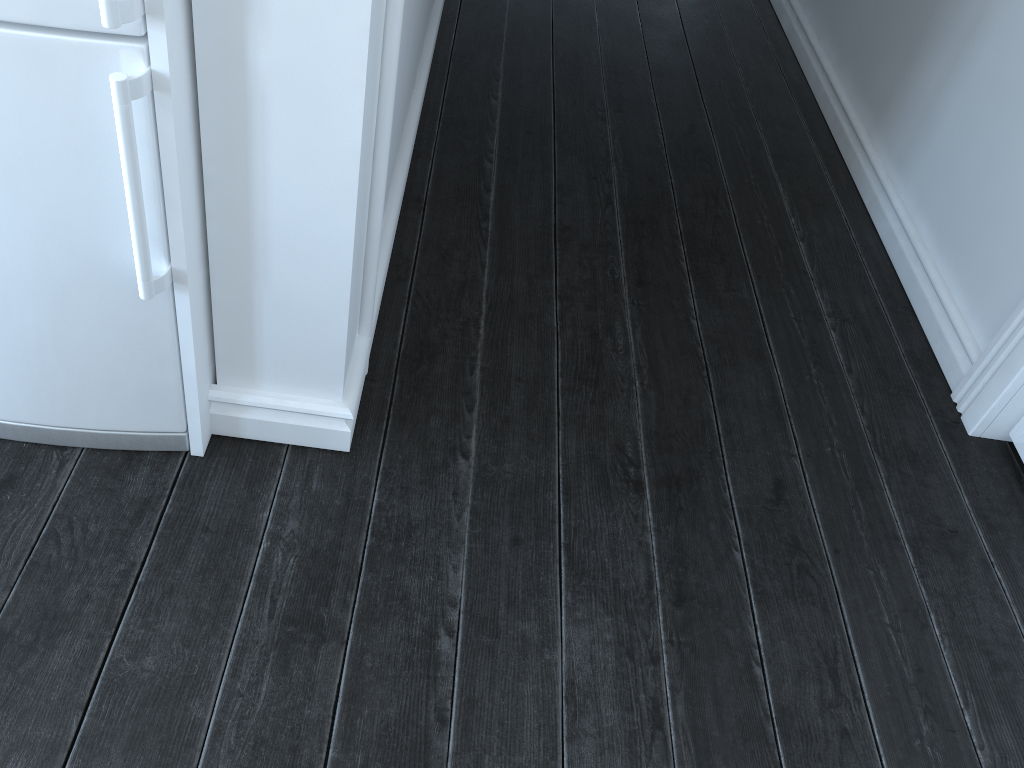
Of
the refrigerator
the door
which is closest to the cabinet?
the refrigerator

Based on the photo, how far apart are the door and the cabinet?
1.6 meters

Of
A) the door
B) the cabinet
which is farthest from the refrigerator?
the door

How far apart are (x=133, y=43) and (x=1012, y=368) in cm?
177

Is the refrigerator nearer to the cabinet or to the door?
the cabinet

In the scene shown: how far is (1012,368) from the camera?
1.88m

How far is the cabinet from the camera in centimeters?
105cm

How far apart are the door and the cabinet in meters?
1.6

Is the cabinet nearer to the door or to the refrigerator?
the refrigerator

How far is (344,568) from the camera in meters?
1.5
